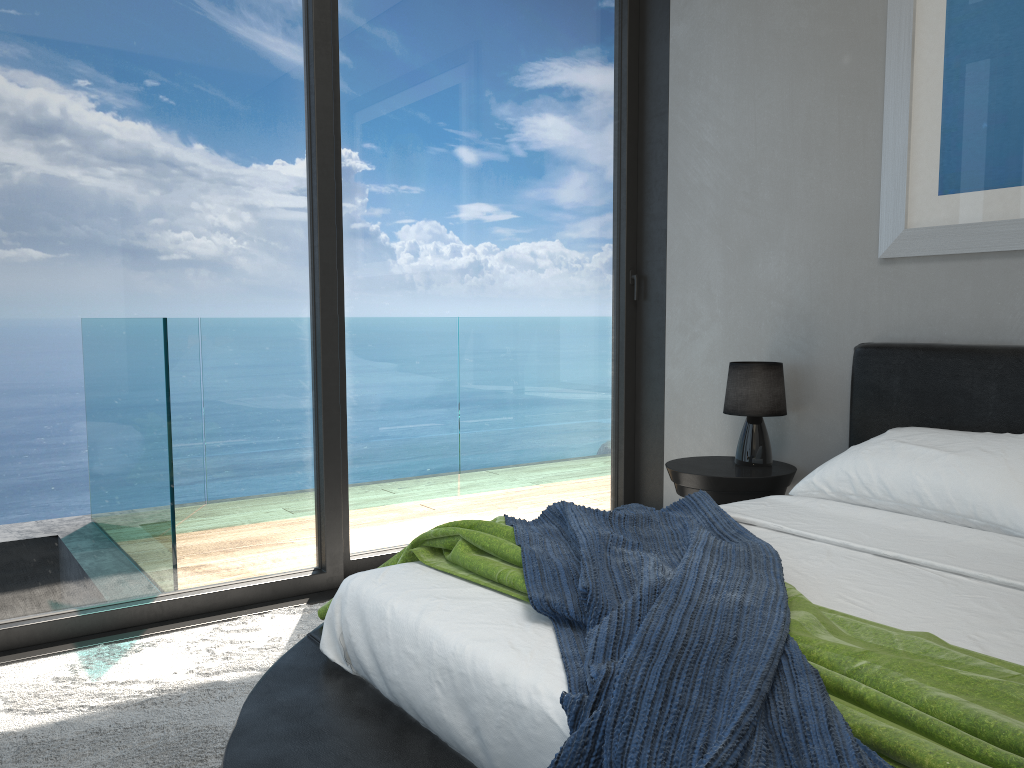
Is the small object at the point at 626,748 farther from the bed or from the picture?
the picture

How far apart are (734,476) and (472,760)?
2.0m

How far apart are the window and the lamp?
0.68m

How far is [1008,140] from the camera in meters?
2.8 m

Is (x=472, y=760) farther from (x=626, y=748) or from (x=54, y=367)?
(x=54, y=367)

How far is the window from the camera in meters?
2.8

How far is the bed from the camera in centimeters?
146cm

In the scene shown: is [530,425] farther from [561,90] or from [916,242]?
[916,242]

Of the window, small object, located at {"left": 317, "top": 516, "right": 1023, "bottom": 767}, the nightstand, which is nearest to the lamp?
the nightstand

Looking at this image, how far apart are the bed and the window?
1.1 meters
